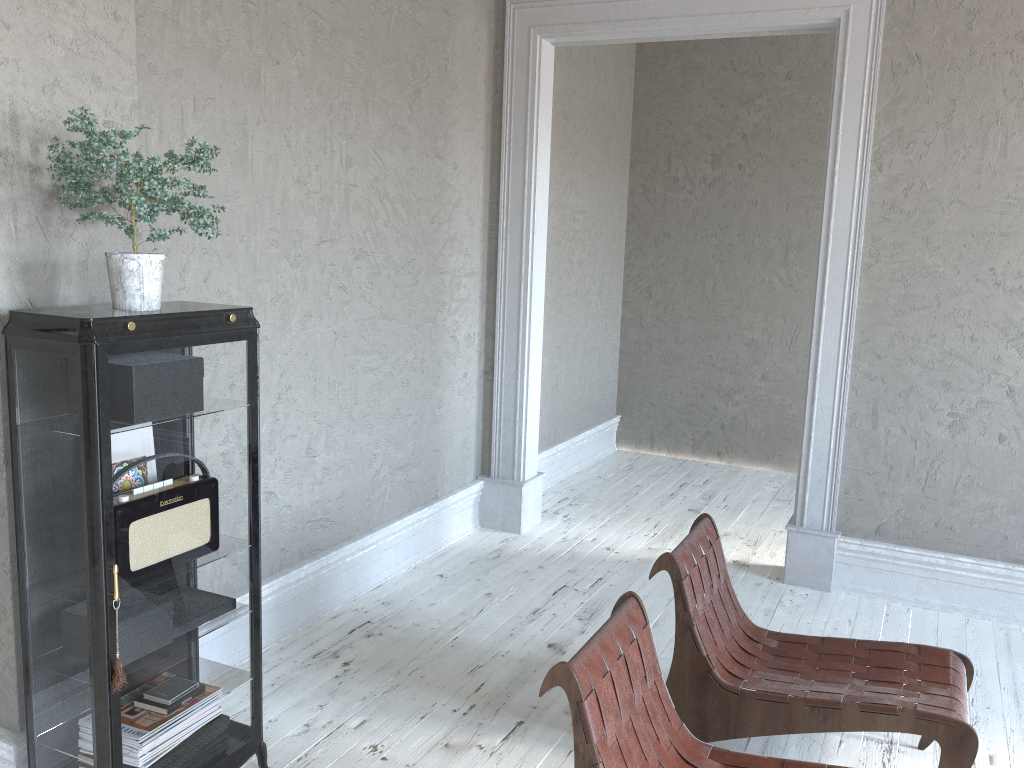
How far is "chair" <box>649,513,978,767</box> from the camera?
2.60m

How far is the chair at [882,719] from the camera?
2.6m

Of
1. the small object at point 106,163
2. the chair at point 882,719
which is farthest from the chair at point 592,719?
the small object at point 106,163

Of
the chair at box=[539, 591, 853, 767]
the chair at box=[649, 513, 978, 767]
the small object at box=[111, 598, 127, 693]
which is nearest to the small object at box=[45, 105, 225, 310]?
the small object at box=[111, 598, 127, 693]

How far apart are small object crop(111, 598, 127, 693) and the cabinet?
0.02m

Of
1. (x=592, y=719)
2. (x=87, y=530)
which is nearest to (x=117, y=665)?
(x=87, y=530)

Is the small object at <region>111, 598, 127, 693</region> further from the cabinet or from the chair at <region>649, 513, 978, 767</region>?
the chair at <region>649, 513, 978, 767</region>

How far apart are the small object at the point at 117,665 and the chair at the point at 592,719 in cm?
105

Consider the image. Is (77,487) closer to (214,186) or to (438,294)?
(214,186)

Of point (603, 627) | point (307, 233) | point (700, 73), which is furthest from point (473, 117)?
point (603, 627)
